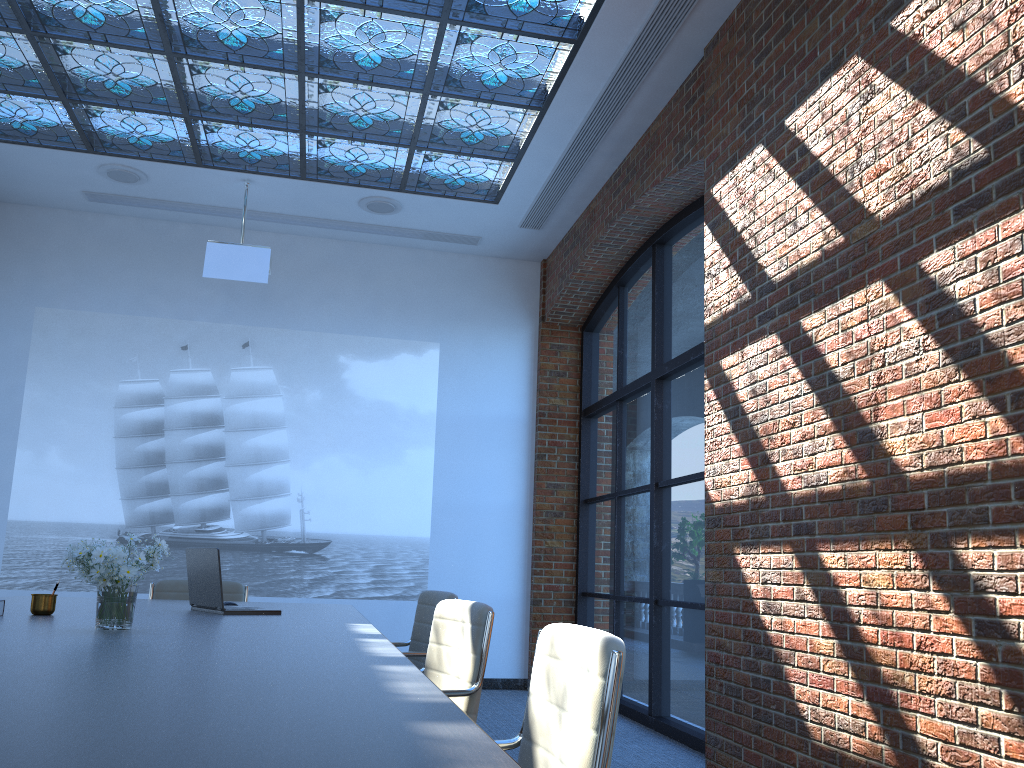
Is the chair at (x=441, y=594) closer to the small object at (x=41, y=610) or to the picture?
the small object at (x=41, y=610)

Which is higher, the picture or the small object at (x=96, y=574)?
the picture

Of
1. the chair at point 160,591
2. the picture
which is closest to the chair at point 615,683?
the chair at point 160,591

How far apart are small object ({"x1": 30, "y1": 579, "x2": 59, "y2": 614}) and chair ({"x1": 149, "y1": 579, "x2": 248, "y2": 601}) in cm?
183

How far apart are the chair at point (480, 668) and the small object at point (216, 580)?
0.89m

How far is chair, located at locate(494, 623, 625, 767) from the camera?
1.6 meters

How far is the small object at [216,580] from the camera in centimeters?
378cm

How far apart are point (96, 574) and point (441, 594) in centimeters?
203cm

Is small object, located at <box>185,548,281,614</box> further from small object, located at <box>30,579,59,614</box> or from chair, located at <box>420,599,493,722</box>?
chair, located at <box>420,599,493,722</box>

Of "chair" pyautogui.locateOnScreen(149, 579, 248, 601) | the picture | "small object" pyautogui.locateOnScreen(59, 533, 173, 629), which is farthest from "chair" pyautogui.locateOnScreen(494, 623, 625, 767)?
the picture
